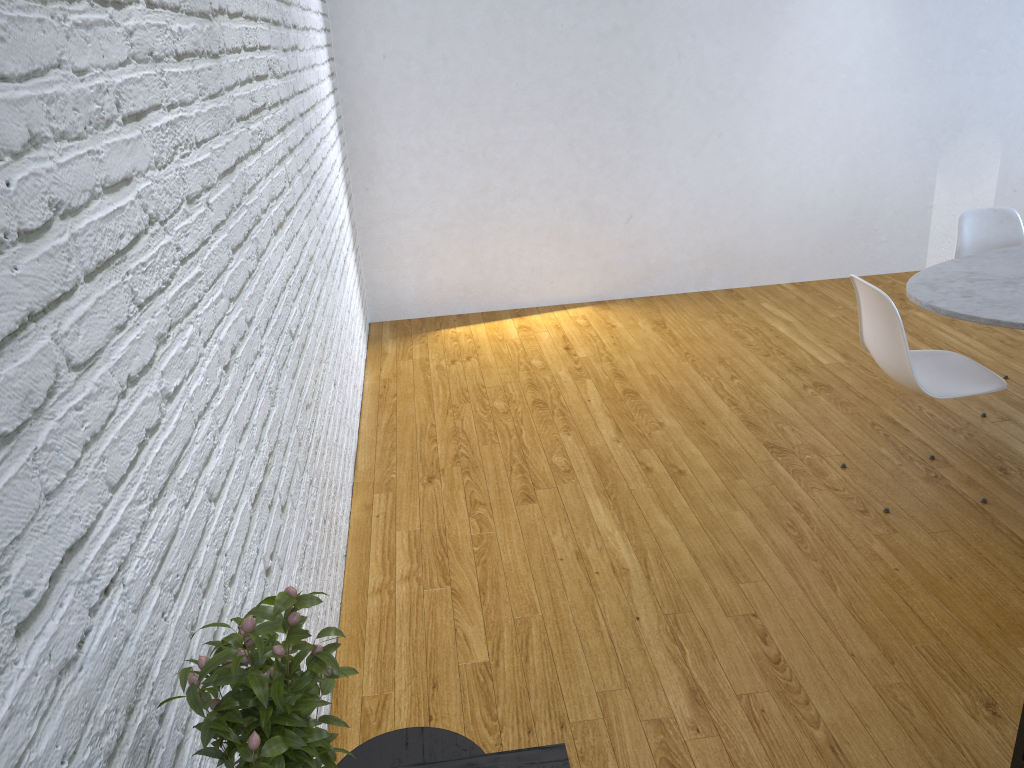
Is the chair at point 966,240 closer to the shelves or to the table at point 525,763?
the shelves

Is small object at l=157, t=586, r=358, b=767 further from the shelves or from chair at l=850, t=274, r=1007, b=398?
chair at l=850, t=274, r=1007, b=398

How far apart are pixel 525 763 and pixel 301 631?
0.46m

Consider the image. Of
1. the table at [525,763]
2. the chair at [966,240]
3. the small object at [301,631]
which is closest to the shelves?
the table at [525,763]

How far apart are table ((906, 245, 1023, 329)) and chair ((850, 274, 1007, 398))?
0.1 meters

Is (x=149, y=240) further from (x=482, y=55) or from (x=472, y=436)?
(x=482, y=55)

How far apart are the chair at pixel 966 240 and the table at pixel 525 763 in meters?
3.0 m

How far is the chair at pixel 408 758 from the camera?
1.4 meters

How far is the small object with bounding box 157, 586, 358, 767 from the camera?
0.80m

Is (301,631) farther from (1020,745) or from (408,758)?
(1020,745)
